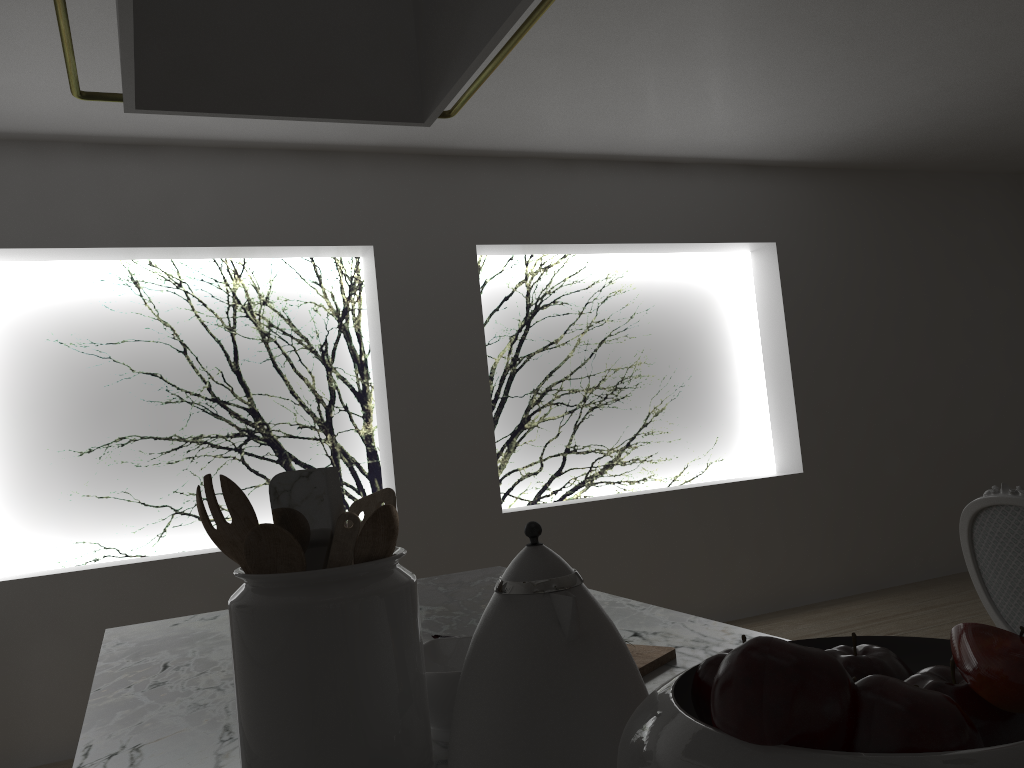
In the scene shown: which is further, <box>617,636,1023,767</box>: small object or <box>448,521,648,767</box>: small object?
<box>448,521,648,767</box>: small object

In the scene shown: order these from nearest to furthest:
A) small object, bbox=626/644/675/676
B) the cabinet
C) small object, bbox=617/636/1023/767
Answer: small object, bbox=617/636/1023/767, the cabinet, small object, bbox=626/644/675/676

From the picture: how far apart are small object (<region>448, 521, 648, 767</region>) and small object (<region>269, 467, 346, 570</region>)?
0.2 meters

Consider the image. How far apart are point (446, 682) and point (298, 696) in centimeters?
18cm

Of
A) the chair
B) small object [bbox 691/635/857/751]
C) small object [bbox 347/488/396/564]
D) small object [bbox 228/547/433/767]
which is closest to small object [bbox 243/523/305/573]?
small object [bbox 228/547/433/767]

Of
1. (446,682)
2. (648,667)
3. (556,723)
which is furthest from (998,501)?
(556,723)

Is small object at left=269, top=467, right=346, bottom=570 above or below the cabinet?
above

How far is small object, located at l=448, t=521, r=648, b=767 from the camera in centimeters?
63cm

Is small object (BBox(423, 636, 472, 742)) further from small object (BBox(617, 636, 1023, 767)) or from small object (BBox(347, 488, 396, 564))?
small object (BBox(617, 636, 1023, 767))

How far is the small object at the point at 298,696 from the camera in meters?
0.7
